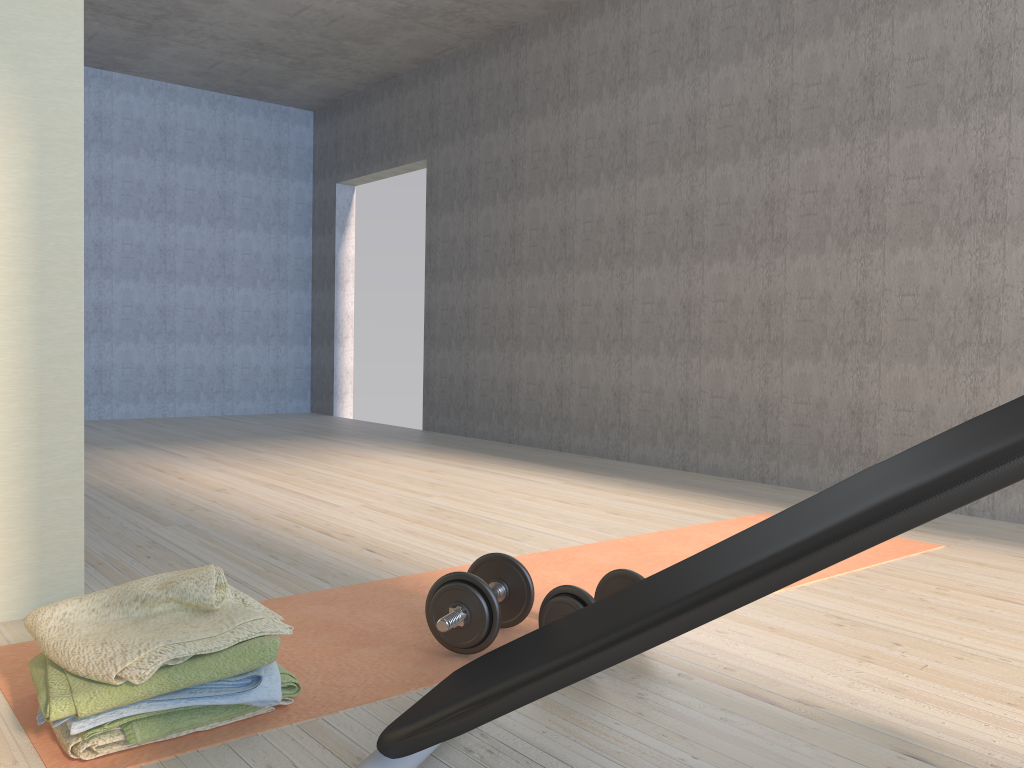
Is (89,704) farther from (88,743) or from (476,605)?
(476,605)

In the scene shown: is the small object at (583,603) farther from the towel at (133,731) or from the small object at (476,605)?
the towel at (133,731)

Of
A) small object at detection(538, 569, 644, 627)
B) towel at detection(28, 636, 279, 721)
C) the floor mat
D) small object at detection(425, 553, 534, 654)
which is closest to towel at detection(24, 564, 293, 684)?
towel at detection(28, 636, 279, 721)

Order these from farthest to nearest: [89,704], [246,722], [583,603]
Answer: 1. [583,603]
2. [246,722]
3. [89,704]

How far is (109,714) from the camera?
1.4m

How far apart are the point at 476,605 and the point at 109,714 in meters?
0.7 m

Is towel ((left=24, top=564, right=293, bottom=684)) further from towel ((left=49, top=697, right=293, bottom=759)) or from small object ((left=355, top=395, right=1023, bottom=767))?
small object ((left=355, top=395, right=1023, bottom=767))

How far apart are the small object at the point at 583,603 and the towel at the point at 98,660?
0.5 meters

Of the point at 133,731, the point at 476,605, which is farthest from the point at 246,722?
the point at 476,605

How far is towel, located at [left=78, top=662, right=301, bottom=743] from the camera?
1.4 meters
